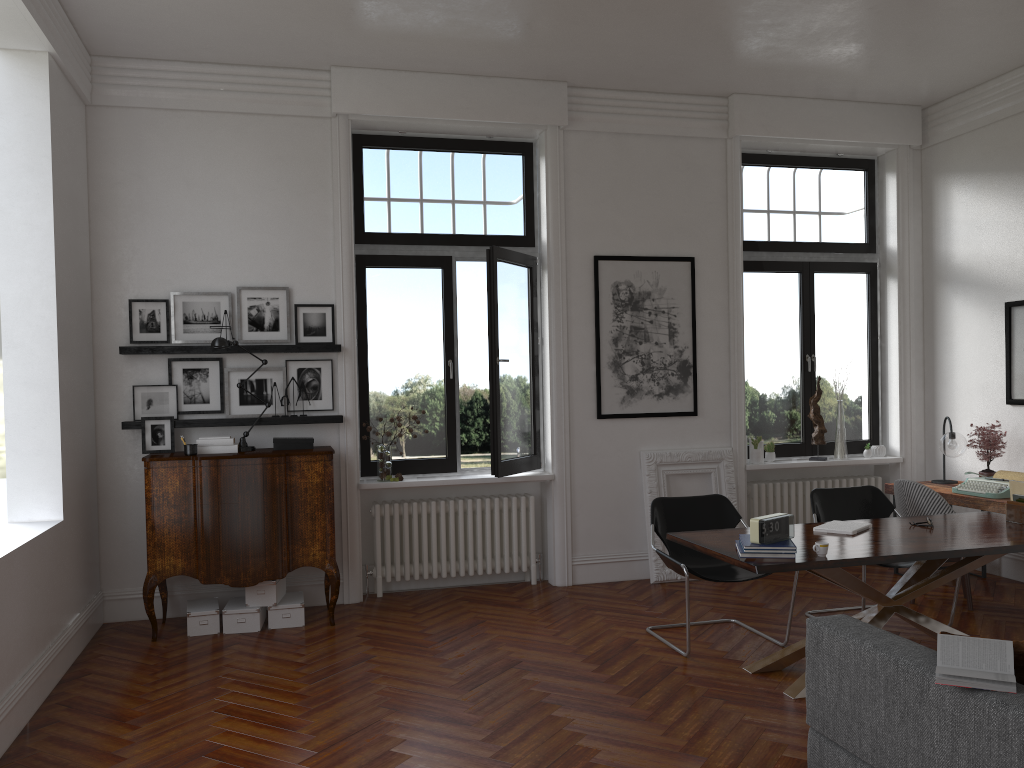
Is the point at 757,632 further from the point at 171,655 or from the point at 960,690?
the point at 171,655

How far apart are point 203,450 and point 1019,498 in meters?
5.2 m

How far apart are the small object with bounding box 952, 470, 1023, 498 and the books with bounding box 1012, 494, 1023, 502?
1.1m

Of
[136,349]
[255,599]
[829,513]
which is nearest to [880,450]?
[829,513]

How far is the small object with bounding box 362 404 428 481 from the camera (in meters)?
6.81

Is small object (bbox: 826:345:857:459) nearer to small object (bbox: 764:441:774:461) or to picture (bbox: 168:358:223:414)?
small object (bbox: 764:441:774:461)

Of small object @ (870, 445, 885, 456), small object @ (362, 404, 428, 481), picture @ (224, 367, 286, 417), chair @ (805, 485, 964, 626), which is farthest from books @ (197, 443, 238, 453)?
small object @ (870, 445, 885, 456)

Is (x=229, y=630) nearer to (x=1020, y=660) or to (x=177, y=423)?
(x=177, y=423)

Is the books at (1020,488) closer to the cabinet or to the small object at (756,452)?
the small object at (756,452)

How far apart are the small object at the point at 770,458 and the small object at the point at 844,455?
0.6 meters
